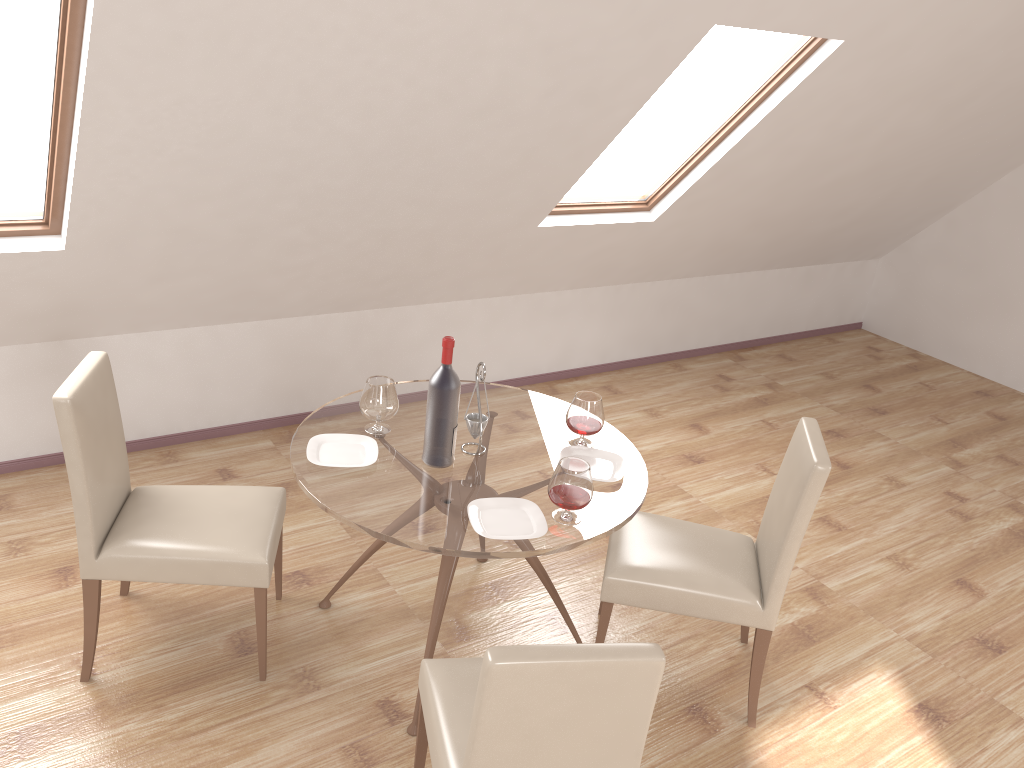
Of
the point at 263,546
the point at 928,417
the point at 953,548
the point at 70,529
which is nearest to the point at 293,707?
the point at 263,546

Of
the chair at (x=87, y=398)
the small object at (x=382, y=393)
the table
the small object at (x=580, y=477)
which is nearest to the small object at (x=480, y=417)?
the table

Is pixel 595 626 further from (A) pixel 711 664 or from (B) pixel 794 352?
(B) pixel 794 352

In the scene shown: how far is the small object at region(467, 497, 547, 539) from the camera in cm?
255

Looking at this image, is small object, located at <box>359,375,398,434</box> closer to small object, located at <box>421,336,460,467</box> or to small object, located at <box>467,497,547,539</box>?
small object, located at <box>421,336,460,467</box>

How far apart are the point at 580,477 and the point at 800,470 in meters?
0.7 m

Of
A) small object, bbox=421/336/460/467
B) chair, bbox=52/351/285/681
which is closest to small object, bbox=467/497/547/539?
small object, bbox=421/336/460/467

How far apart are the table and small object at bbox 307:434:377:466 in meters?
0.0 m

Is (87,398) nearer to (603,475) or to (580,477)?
(580,477)

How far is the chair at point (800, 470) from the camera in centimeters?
280cm
